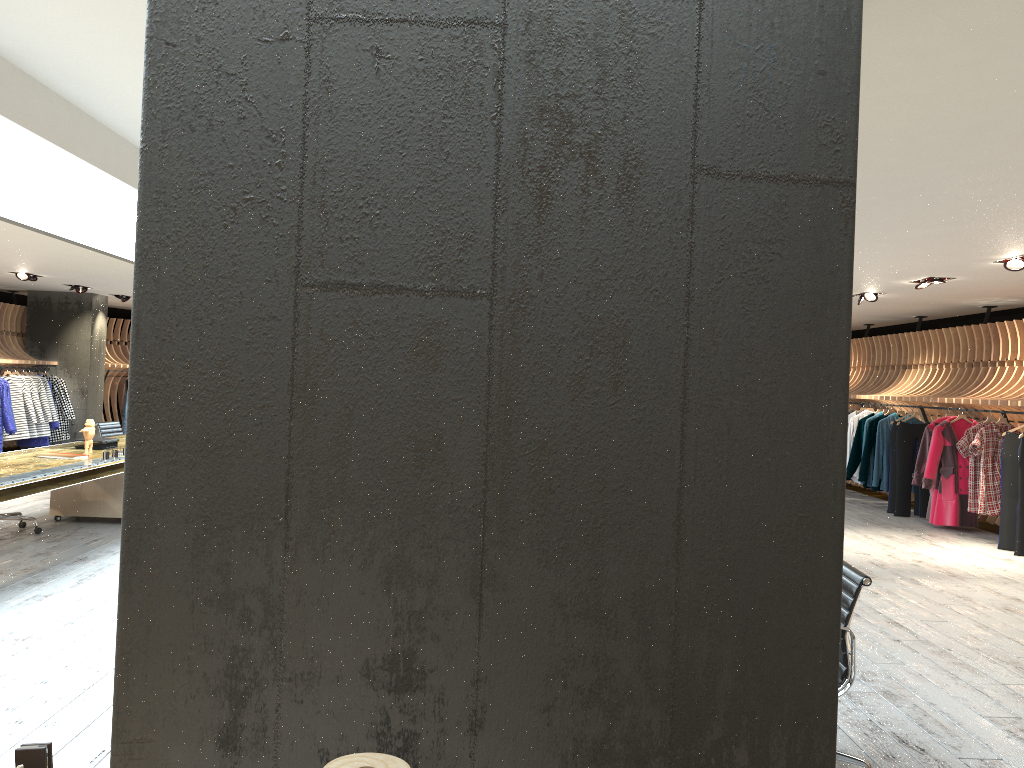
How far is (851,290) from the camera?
1.10m

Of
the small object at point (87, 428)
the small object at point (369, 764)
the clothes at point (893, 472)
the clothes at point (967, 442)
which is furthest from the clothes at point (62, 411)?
the small object at point (369, 764)

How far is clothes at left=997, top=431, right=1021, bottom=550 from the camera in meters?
9.2 m

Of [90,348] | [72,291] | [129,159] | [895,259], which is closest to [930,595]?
[895,259]

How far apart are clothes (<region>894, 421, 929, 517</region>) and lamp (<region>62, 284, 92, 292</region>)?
12.5m

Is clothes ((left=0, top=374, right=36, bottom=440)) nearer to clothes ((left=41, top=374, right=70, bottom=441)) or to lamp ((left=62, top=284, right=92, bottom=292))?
clothes ((left=41, top=374, right=70, bottom=441))

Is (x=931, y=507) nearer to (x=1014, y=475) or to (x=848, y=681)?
(x=1014, y=475)

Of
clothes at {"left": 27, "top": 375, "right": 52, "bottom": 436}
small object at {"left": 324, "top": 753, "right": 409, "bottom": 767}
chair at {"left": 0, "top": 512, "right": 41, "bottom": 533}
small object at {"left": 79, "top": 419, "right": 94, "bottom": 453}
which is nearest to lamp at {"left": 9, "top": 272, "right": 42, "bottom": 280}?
clothes at {"left": 27, "top": 375, "right": 52, "bottom": 436}

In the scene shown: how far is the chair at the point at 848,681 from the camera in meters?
3.3 m

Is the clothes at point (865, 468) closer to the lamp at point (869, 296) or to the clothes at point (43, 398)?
the lamp at point (869, 296)
